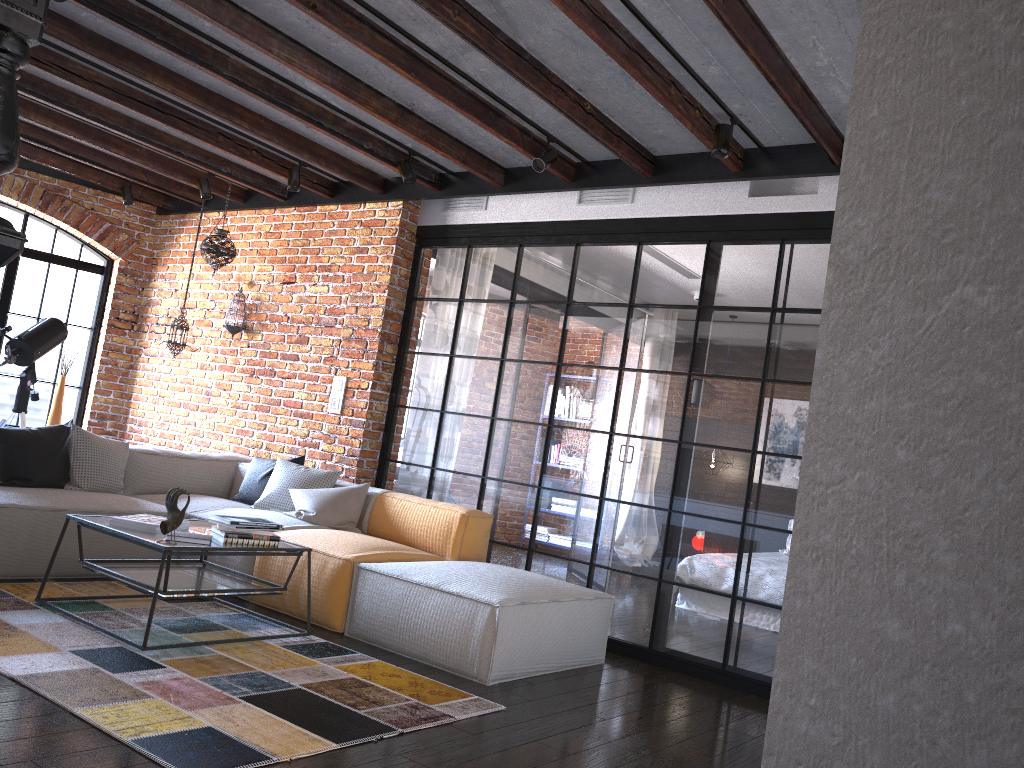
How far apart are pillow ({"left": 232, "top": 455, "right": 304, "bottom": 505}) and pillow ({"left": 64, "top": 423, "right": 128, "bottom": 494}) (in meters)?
0.73

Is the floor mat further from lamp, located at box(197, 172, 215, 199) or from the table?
lamp, located at box(197, 172, 215, 199)

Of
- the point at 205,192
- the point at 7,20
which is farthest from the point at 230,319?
the point at 7,20

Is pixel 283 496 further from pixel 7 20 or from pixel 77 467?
pixel 7 20

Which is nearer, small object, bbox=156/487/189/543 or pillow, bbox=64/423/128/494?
small object, bbox=156/487/189/543

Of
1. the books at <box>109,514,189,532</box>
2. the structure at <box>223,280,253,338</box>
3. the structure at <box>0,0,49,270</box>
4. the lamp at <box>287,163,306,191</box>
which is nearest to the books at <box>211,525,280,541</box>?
the books at <box>109,514,189,532</box>

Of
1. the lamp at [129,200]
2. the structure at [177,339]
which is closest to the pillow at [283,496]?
the structure at [177,339]

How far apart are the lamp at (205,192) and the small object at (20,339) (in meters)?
1.48

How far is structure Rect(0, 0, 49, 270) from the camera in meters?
1.9

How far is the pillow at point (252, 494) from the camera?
5.63m
